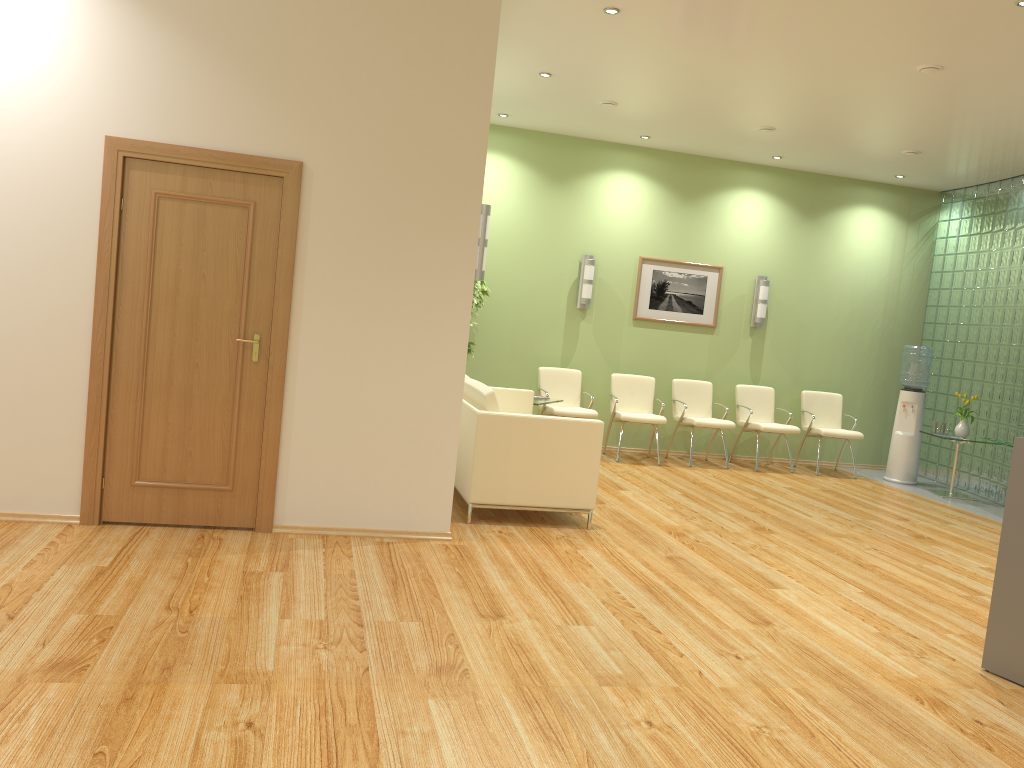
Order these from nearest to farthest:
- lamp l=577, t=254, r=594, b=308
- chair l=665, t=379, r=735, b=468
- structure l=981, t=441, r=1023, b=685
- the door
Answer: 1. structure l=981, t=441, r=1023, b=685
2. the door
3. chair l=665, t=379, r=735, b=468
4. lamp l=577, t=254, r=594, b=308

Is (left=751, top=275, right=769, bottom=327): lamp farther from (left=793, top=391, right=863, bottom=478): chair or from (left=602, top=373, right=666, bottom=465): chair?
(left=602, top=373, right=666, bottom=465): chair

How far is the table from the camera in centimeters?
896cm

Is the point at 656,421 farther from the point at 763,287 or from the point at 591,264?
the point at 763,287

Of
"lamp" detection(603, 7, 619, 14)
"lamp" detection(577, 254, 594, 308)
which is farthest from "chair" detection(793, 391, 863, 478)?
"lamp" detection(603, 7, 619, 14)

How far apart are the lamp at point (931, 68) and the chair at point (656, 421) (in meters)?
4.17

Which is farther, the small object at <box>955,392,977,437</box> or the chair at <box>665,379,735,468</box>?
the chair at <box>665,379,735,468</box>

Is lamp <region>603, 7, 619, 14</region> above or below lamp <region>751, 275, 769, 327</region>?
above

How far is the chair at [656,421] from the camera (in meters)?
9.12

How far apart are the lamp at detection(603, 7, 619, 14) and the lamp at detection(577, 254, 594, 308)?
4.05m
